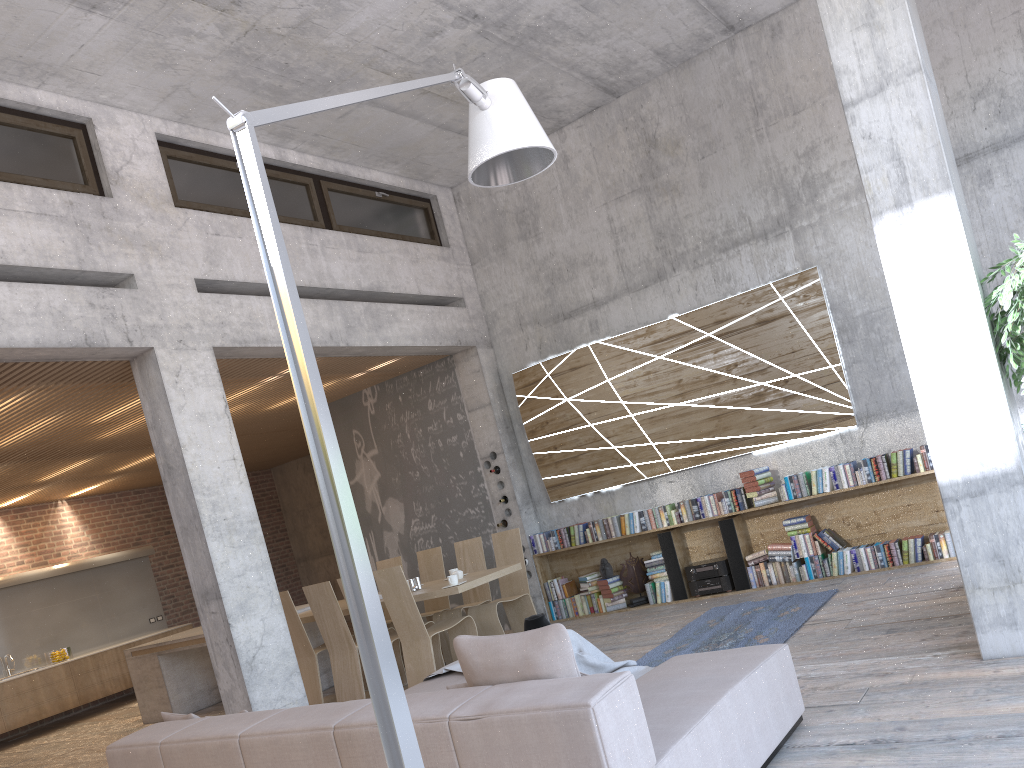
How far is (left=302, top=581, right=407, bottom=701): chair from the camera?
7.8 meters

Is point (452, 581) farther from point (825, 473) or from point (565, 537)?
point (825, 473)

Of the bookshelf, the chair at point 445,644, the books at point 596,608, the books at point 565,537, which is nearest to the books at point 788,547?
the bookshelf

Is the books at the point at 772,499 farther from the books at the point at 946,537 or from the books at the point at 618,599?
the books at the point at 618,599

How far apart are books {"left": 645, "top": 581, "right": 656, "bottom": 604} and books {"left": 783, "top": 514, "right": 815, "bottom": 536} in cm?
158

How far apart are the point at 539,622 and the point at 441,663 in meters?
2.2 m

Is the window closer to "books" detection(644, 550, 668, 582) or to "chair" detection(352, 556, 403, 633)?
"chair" detection(352, 556, 403, 633)

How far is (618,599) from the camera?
9.2 meters

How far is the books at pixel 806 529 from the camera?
8.2 meters

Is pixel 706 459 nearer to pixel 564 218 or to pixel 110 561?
pixel 564 218
